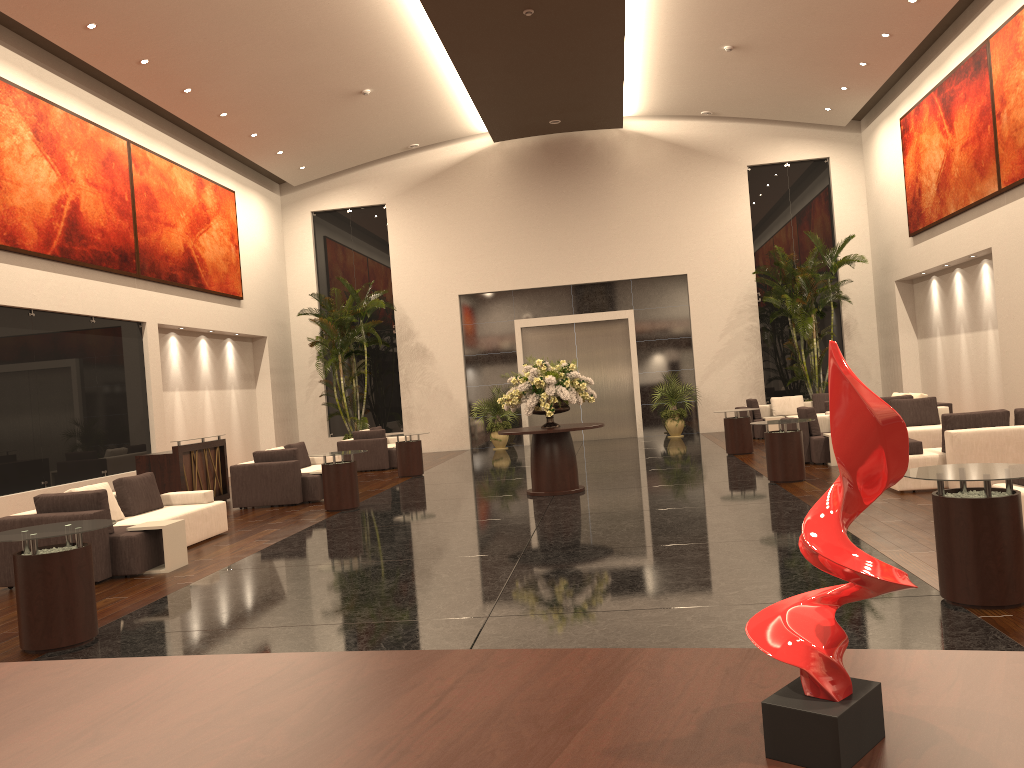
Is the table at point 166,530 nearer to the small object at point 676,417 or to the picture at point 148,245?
the picture at point 148,245

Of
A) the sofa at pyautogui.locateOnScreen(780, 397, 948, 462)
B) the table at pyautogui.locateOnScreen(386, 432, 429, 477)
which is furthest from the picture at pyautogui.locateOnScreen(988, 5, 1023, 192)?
the table at pyautogui.locateOnScreen(386, 432, 429, 477)

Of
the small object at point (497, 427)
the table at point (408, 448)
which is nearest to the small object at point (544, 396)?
the table at point (408, 448)

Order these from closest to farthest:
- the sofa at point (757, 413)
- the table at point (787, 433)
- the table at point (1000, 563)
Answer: the table at point (1000, 563) < the table at point (787, 433) < the sofa at point (757, 413)

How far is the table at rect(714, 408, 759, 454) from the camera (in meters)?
15.86

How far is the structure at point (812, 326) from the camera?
19.8m

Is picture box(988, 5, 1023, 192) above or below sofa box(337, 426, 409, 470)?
above

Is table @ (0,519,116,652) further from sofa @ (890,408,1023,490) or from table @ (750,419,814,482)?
table @ (750,419,814,482)

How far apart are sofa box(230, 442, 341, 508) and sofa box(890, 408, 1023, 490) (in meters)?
8.16

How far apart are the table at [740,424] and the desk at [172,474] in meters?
8.8
